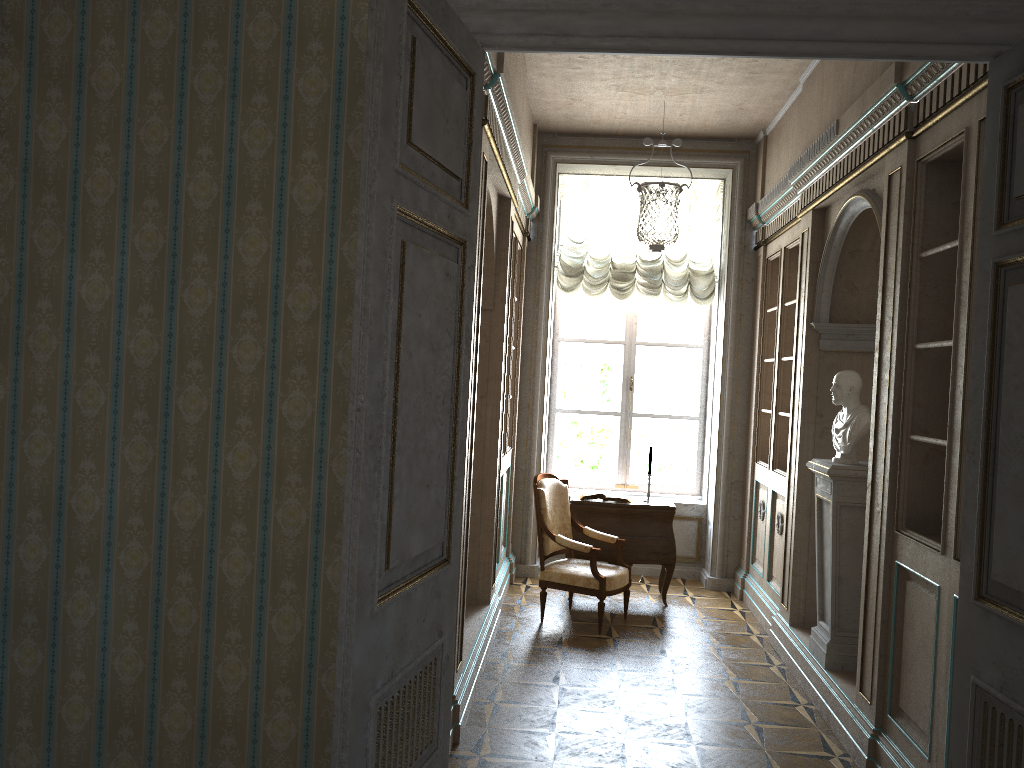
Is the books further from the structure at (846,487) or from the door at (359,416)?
the door at (359,416)

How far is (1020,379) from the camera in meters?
2.2 m

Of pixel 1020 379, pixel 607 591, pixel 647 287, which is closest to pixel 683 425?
pixel 647 287

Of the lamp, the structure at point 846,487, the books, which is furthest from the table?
the lamp

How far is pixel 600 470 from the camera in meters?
8.2

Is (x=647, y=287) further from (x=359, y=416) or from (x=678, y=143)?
(x=359, y=416)

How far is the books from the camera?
6.9m

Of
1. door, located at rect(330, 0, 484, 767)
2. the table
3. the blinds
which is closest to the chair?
the table

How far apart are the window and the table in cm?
120

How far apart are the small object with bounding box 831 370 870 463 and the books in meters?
2.2 m
